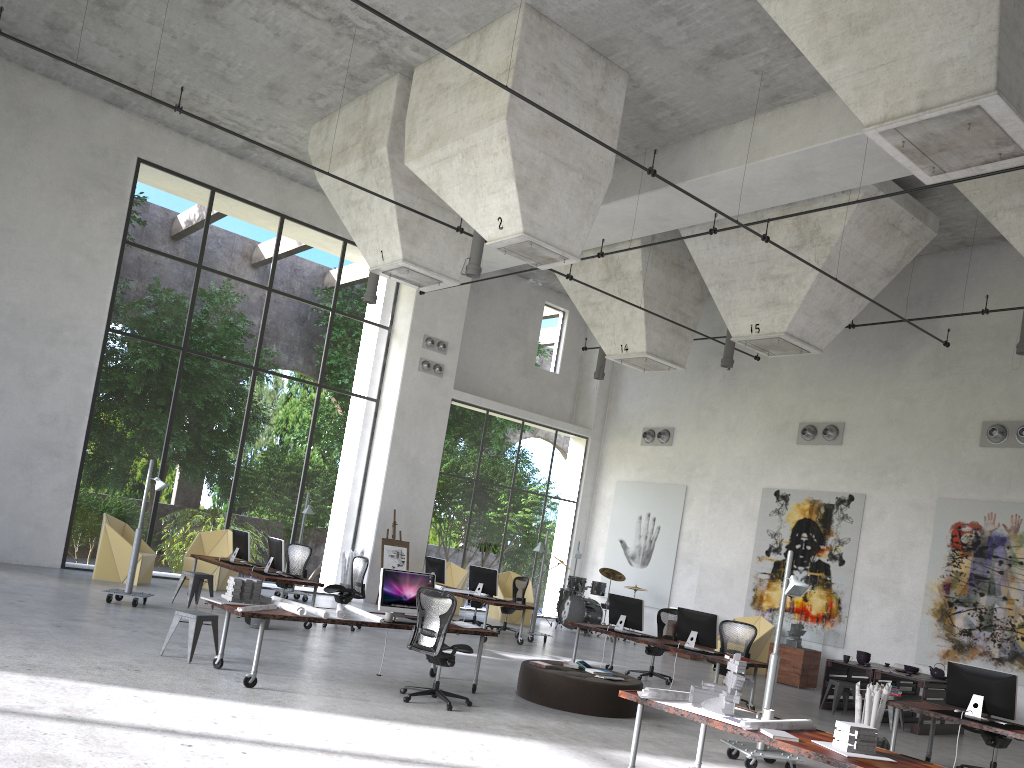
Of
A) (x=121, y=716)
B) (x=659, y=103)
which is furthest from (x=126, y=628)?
(x=659, y=103)

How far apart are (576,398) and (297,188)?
9.3m

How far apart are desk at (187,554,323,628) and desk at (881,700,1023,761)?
7.79m

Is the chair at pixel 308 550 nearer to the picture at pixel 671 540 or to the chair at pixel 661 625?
the chair at pixel 661 625

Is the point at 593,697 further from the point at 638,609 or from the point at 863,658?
the point at 863,658

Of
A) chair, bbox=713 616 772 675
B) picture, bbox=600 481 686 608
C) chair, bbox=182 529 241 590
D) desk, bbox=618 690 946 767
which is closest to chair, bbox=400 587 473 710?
desk, bbox=618 690 946 767

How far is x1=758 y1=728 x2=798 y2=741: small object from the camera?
5.88m

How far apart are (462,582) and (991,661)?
10.26m

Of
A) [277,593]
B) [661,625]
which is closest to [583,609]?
[661,625]

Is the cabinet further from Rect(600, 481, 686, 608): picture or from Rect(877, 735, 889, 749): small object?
Rect(877, 735, 889, 749): small object
